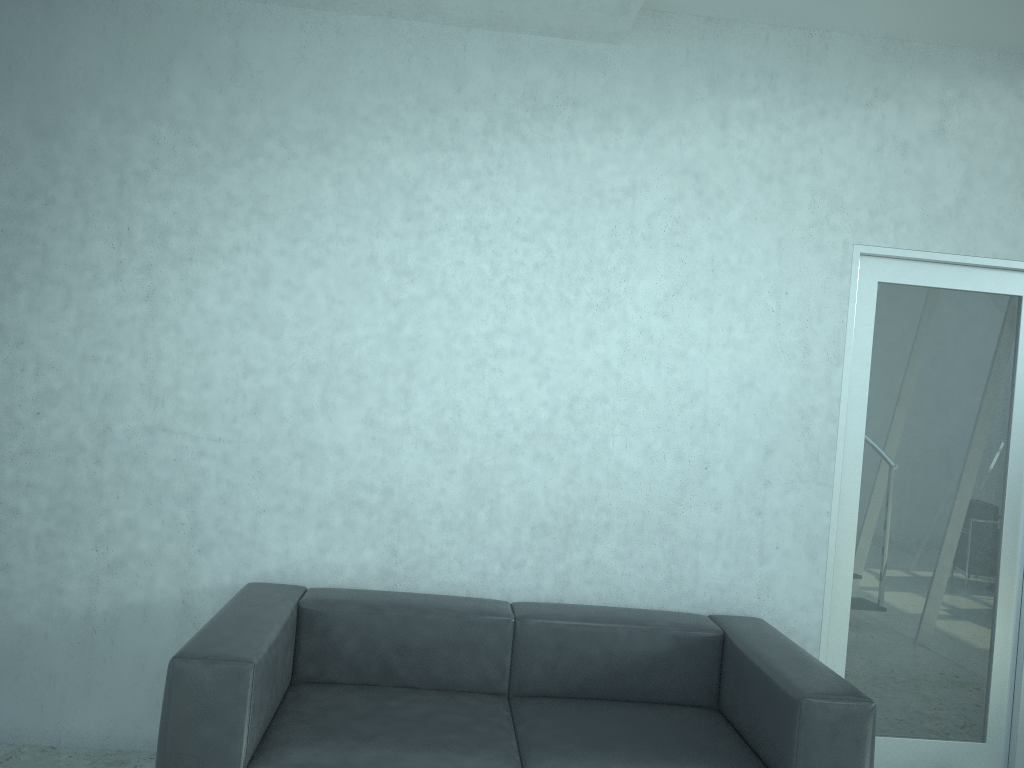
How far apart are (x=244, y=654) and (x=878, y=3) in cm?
305

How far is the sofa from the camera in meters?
2.4 m

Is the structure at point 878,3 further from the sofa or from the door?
the sofa

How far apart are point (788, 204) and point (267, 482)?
2.26m

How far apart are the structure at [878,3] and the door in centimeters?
87cm

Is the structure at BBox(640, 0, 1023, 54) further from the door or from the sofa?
the sofa

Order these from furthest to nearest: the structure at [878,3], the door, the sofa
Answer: the door < the structure at [878,3] < the sofa

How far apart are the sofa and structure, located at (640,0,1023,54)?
2.3m

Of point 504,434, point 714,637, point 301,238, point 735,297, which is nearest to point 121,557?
point 301,238

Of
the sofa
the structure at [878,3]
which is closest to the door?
the sofa
